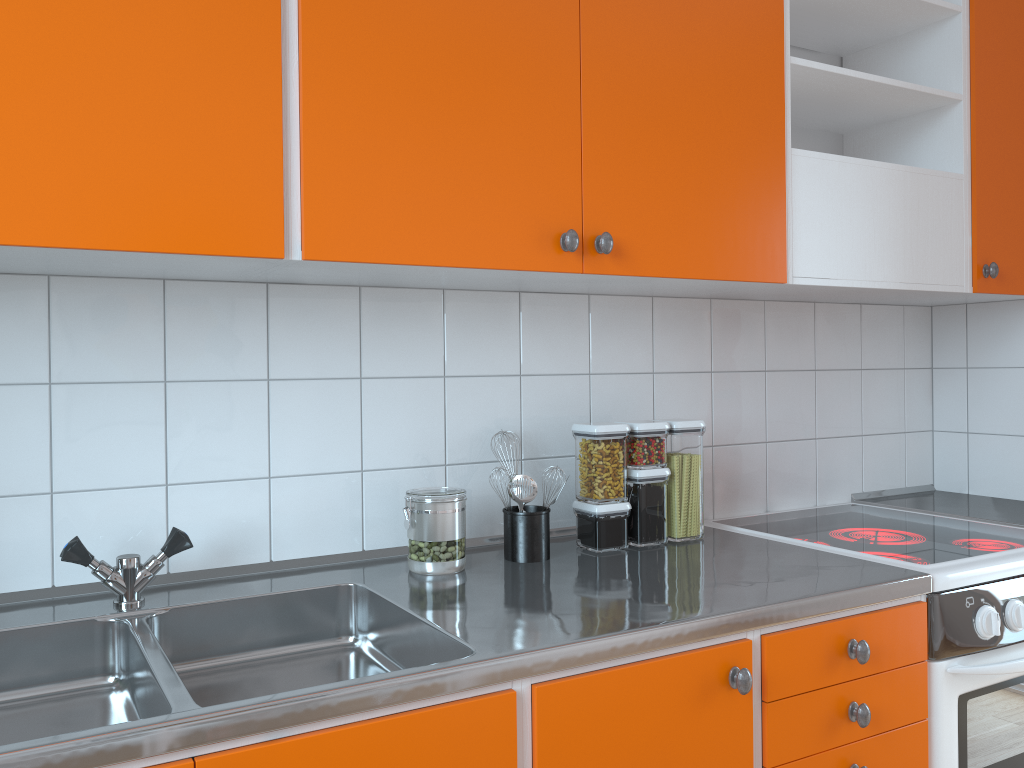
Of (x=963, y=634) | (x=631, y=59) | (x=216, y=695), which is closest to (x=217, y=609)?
(x=216, y=695)

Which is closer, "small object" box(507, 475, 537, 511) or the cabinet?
the cabinet

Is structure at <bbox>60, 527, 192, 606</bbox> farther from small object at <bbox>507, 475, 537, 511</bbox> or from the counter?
small object at <bbox>507, 475, 537, 511</bbox>

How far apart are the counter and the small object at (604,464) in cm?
2

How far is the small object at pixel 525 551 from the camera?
1.7 meters

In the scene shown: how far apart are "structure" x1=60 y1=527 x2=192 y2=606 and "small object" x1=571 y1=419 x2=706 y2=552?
0.8m

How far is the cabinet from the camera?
1.2 meters

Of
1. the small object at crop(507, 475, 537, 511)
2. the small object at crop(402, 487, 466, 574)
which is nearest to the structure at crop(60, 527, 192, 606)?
the small object at crop(402, 487, 466, 574)

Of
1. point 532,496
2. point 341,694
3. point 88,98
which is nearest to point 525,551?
point 532,496

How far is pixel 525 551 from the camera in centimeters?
173cm
